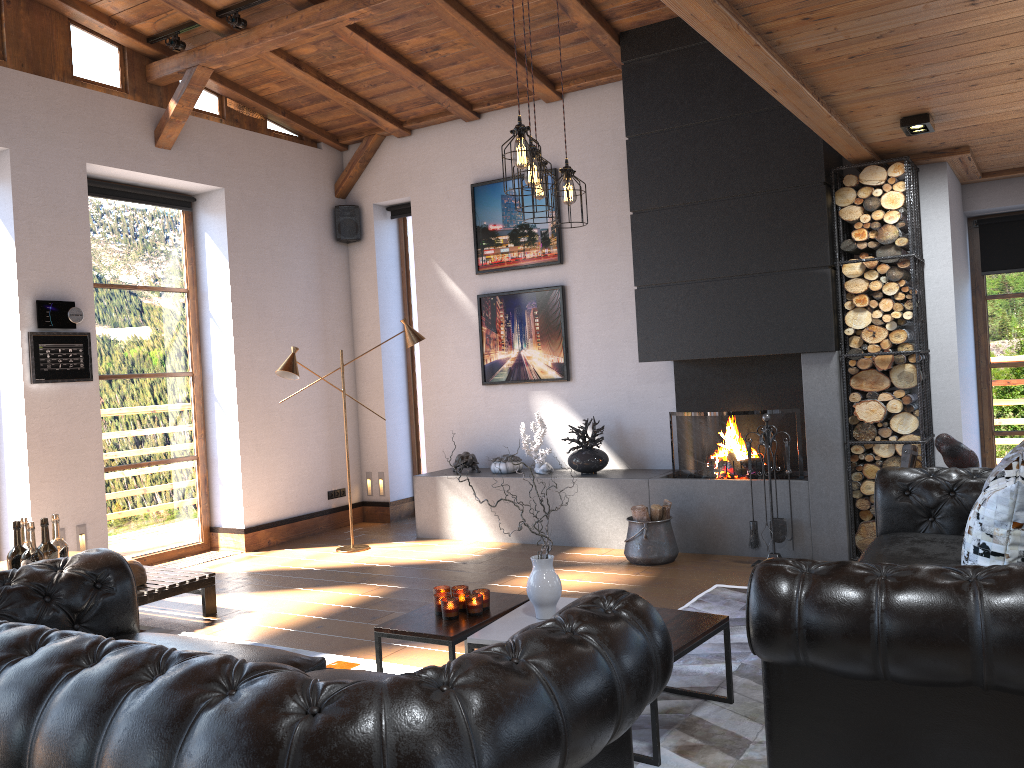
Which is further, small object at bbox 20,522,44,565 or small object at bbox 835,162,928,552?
small object at bbox 835,162,928,552

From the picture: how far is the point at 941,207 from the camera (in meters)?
5.97

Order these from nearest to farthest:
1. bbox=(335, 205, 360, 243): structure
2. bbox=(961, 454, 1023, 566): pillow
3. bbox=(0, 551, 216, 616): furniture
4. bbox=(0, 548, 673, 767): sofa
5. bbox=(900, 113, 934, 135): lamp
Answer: bbox=(0, 548, 673, 767): sofa, bbox=(961, 454, 1023, 566): pillow, bbox=(900, 113, 934, 135): lamp, bbox=(0, 551, 216, 616): furniture, bbox=(335, 205, 360, 243): structure

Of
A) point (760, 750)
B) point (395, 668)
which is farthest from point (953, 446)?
point (395, 668)

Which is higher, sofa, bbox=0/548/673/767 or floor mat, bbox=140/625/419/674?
sofa, bbox=0/548/673/767

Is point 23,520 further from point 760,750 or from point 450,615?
point 760,750

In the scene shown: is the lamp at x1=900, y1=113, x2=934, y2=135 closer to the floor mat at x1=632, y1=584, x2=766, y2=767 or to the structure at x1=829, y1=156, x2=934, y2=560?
the structure at x1=829, y1=156, x2=934, y2=560

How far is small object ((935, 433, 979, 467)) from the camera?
4.68m

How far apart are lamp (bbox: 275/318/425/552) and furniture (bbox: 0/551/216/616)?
1.73m

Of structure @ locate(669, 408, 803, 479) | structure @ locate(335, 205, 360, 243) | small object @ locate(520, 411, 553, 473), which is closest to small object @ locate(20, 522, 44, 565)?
small object @ locate(520, 411, 553, 473)
